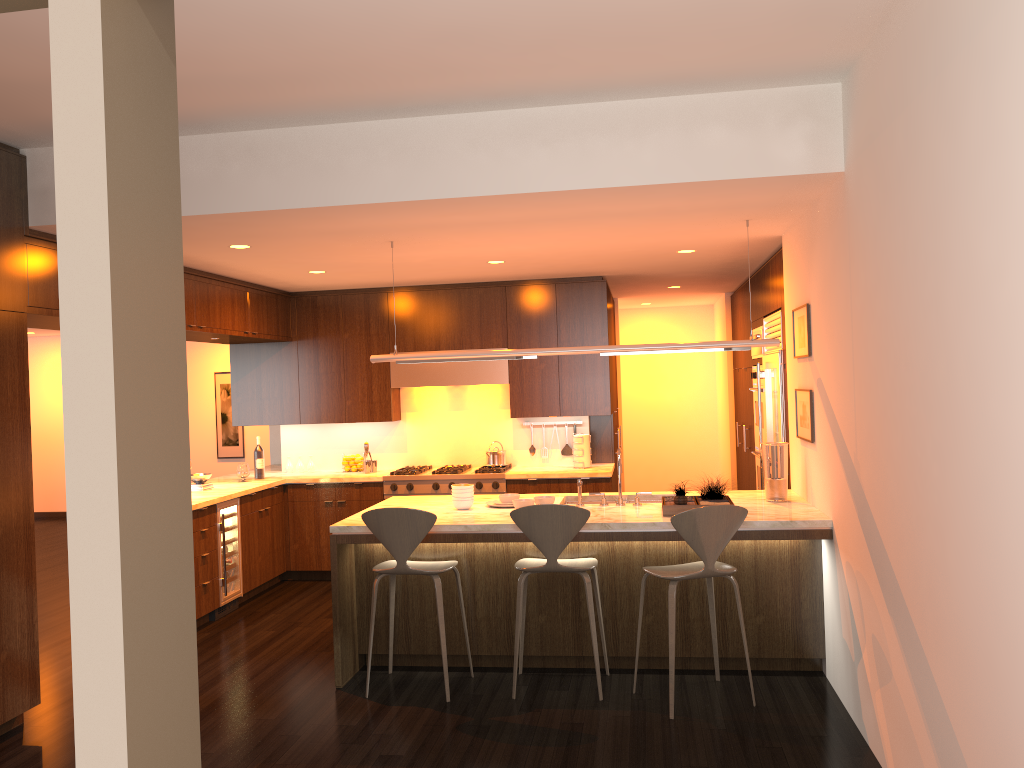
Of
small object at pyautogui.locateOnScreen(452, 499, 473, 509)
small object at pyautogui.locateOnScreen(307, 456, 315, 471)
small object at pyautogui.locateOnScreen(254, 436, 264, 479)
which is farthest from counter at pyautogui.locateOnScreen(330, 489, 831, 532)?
small object at pyautogui.locateOnScreen(307, 456, 315, 471)

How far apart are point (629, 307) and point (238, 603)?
6.27m

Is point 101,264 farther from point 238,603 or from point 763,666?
point 238,603

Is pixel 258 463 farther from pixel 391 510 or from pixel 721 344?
pixel 721 344

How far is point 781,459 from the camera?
5.3 meters

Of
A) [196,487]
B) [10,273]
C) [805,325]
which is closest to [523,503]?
[805,325]

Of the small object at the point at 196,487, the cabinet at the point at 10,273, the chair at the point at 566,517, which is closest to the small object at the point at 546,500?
the chair at the point at 566,517

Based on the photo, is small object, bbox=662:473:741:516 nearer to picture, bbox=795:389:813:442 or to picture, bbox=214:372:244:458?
picture, bbox=795:389:813:442

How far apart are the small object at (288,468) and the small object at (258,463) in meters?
0.5 m

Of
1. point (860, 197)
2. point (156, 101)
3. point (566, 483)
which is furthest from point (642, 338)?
point (156, 101)
